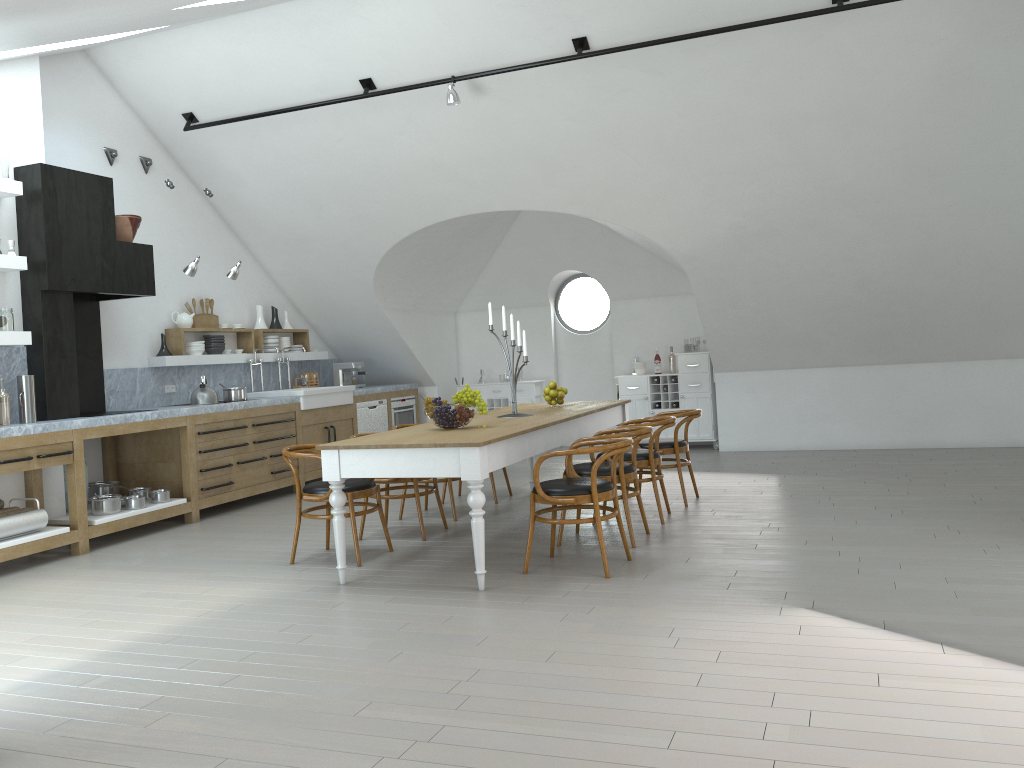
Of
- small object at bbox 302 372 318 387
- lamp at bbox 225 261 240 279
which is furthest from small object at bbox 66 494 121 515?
small object at bbox 302 372 318 387

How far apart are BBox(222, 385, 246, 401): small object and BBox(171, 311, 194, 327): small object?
0.8m

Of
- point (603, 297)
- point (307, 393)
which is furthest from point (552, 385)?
point (603, 297)

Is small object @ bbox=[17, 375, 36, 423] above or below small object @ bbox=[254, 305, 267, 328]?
below

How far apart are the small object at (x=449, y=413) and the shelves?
3.1 meters

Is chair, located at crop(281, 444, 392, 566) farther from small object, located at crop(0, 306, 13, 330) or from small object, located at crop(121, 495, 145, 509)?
small object, located at crop(0, 306, 13, 330)

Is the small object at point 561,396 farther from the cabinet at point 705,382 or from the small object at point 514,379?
the cabinet at point 705,382

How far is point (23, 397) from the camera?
6.25m

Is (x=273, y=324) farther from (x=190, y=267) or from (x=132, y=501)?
(x=132, y=501)

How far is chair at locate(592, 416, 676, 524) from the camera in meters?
6.2 m
